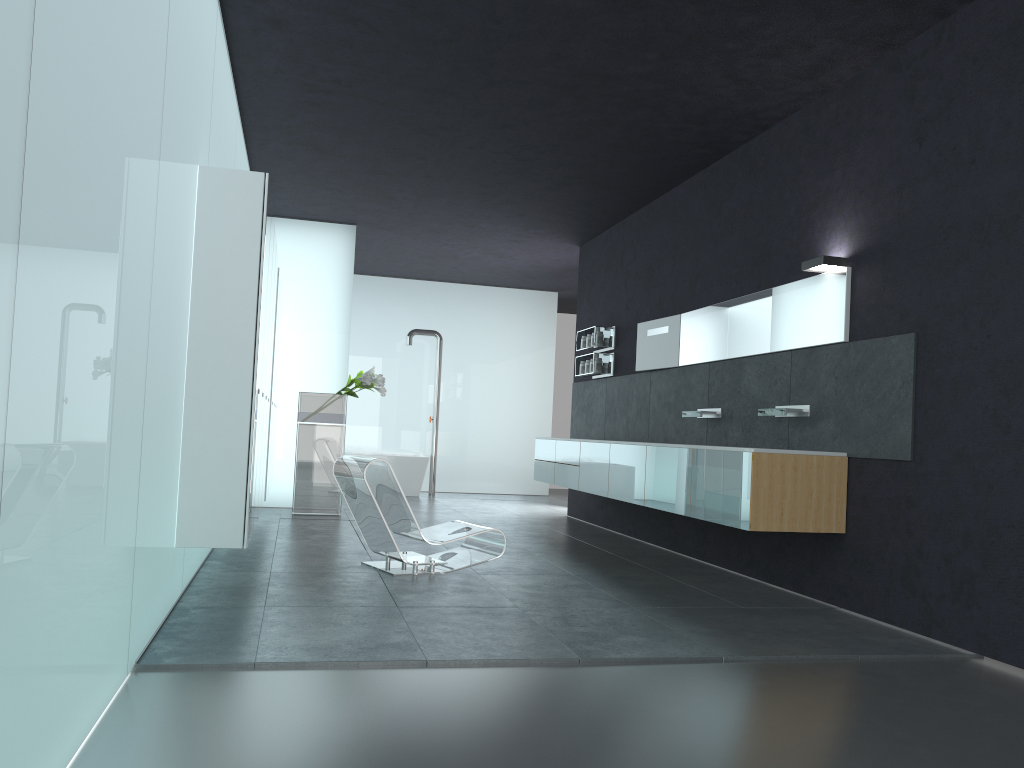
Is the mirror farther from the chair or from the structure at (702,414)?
the chair

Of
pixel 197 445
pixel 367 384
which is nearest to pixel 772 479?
pixel 197 445

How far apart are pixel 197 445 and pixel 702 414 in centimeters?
457cm

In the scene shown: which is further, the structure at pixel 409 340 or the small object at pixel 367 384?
the structure at pixel 409 340

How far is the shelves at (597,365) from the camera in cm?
1085

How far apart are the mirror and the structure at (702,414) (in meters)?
0.49

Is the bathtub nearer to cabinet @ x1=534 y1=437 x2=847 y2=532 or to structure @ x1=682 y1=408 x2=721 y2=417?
cabinet @ x1=534 y1=437 x2=847 y2=532

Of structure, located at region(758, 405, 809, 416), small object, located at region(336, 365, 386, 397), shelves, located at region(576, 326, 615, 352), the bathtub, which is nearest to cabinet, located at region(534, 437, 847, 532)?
structure, located at region(758, 405, 809, 416)

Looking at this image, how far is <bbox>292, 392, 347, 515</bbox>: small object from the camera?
10.76m

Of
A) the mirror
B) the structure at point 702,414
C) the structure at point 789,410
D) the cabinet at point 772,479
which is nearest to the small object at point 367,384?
the cabinet at point 772,479
